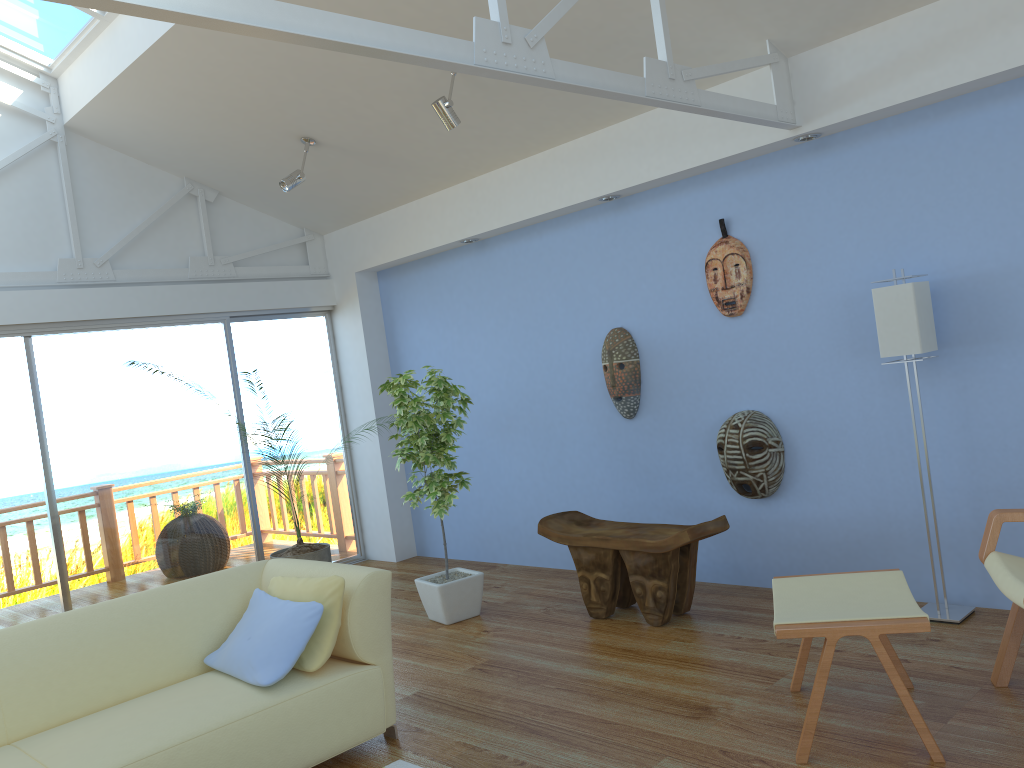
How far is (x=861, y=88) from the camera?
3.8 meters

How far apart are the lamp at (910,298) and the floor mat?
2.3m

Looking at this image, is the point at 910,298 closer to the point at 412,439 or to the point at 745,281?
the point at 745,281

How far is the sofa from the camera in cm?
279

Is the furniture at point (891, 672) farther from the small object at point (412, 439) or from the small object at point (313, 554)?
the small object at point (313, 554)

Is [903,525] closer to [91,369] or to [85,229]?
[91,369]

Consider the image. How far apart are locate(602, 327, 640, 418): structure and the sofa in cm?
216

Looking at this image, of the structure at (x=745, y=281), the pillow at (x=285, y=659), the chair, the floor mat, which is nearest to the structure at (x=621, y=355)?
the structure at (x=745, y=281)

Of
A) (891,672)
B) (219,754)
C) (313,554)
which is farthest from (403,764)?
(313,554)

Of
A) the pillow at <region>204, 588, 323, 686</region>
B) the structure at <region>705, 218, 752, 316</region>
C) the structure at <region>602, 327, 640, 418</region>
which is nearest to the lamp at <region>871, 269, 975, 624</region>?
the structure at <region>705, 218, 752, 316</region>
